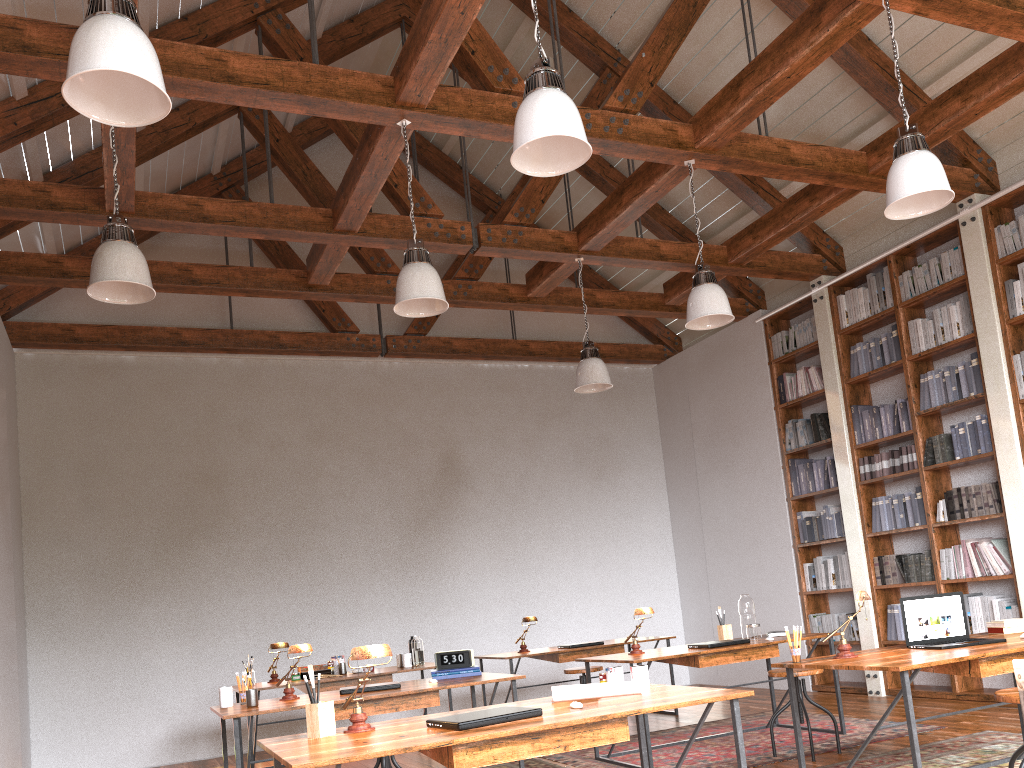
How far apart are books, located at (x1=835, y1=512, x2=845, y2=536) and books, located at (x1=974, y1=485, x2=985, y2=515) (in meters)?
1.38

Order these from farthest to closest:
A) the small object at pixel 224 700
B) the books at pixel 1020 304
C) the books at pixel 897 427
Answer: the books at pixel 897 427 < the books at pixel 1020 304 < the small object at pixel 224 700

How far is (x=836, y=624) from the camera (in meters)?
7.48

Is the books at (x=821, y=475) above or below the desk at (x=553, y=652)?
above

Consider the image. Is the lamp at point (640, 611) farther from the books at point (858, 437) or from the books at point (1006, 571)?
the books at point (858, 437)

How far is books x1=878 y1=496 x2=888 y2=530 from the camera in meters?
7.1

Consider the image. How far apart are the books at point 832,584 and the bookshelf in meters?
0.3 m

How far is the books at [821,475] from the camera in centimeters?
776cm

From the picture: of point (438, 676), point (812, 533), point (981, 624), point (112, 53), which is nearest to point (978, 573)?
point (981, 624)

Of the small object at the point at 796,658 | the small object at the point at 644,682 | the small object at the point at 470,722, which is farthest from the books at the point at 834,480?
the small object at the point at 470,722
